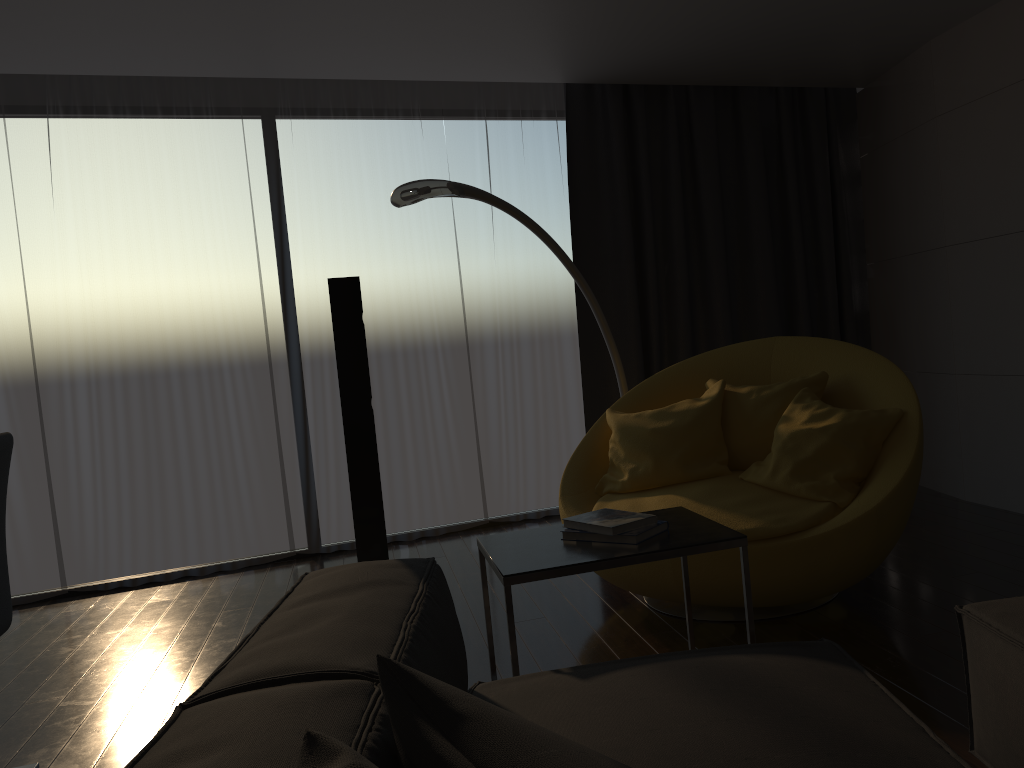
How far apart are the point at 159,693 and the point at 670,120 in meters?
4.0 m

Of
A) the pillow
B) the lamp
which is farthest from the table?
the lamp

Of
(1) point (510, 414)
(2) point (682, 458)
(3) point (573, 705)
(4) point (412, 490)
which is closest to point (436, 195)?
(2) point (682, 458)

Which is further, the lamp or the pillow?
the lamp

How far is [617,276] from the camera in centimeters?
511cm

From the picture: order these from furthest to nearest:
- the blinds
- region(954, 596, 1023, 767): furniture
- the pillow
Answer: the blinds → region(954, 596, 1023, 767): furniture → the pillow

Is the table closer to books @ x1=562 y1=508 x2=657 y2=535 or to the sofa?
books @ x1=562 y1=508 x2=657 y2=535

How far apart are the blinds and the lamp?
0.62m

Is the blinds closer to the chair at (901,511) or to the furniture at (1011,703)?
the chair at (901,511)

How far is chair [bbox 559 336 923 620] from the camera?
2.9 meters
